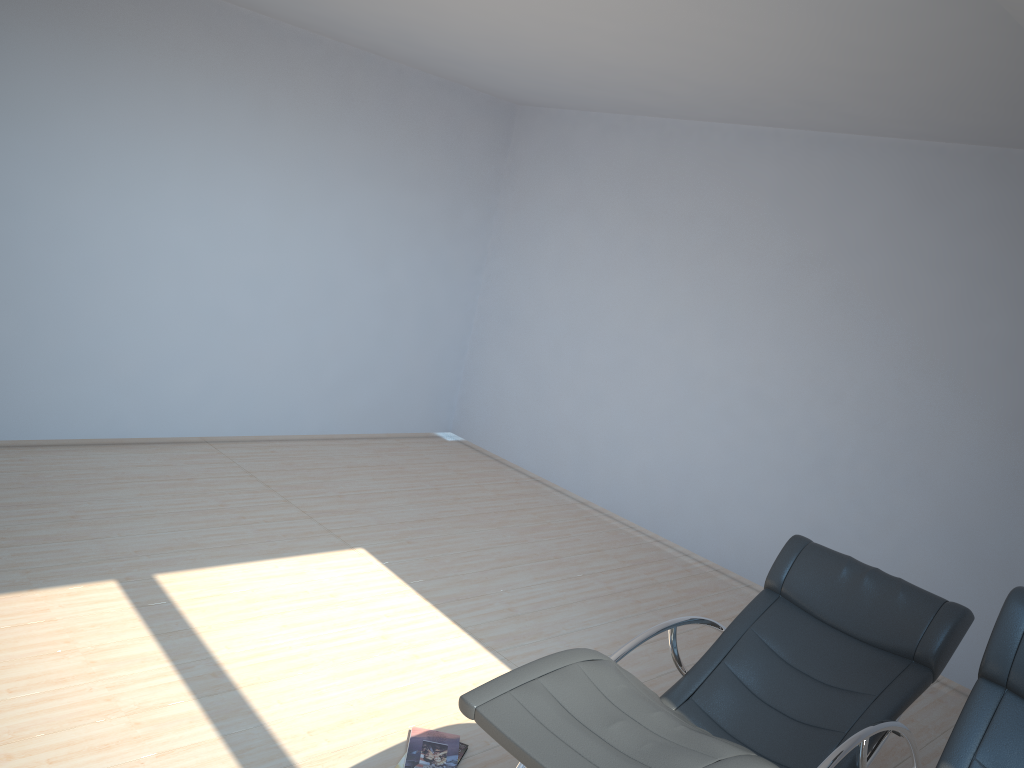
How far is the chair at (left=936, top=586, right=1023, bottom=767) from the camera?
2.5m

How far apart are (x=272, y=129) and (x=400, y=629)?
3.6 meters

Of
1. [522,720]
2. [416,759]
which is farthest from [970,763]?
[416,759]

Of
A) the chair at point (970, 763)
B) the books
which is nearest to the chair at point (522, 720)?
the chair at point (970, 763)

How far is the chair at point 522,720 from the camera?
2.4 meters

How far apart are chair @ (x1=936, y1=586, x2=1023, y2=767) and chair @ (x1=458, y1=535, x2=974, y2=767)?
0.3 meters

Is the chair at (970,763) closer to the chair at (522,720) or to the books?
the chair at (522,720)

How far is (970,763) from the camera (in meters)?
2.49

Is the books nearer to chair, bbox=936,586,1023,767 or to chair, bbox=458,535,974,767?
chair, bbox=458,535,974,767

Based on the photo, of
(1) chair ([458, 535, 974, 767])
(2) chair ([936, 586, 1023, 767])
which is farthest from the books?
(2) chair ([936, 586, 1023, 767])
